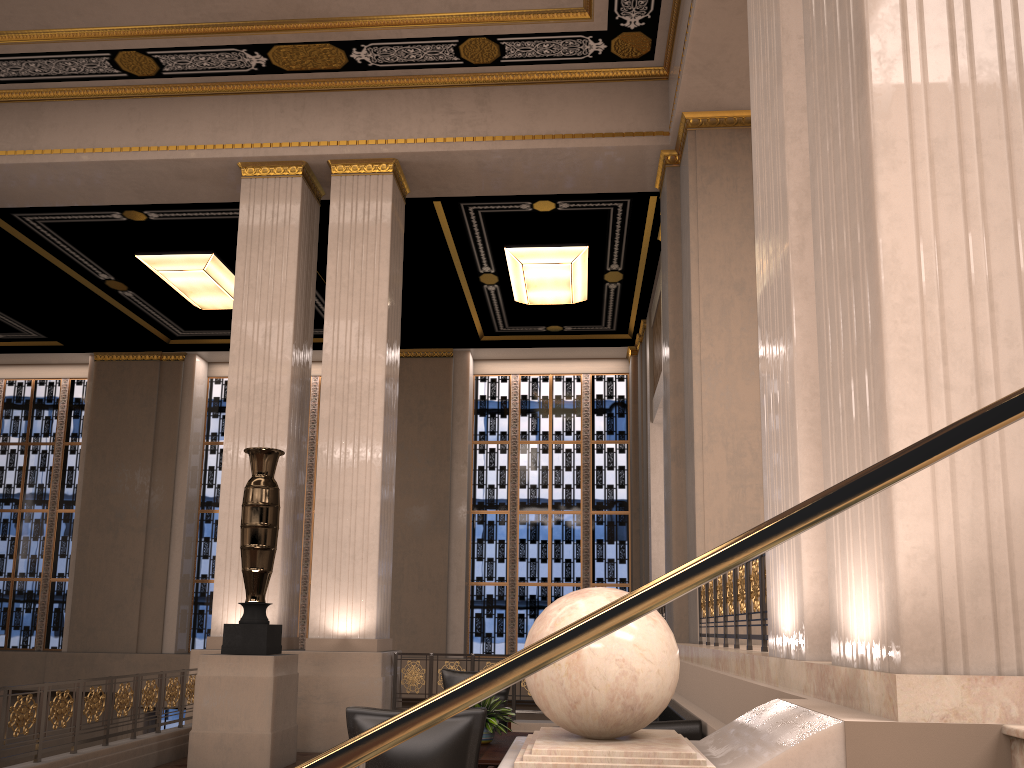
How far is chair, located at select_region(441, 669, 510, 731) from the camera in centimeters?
761cm

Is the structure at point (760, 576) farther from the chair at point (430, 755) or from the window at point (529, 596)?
the window at point (529, 596)

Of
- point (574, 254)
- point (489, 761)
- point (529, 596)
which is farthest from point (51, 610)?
point (489, 761)

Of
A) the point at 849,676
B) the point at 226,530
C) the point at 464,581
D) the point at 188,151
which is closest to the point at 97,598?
the point at 464,581

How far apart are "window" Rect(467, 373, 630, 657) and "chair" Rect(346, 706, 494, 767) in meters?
12.2

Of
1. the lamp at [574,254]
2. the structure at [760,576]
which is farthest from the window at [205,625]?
the structure at [760,576]

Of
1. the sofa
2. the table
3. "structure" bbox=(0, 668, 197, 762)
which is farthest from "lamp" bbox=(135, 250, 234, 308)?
the sofa

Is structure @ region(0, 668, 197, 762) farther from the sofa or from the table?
the sofa

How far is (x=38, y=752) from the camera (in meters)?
5.90

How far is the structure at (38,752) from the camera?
5.90m
